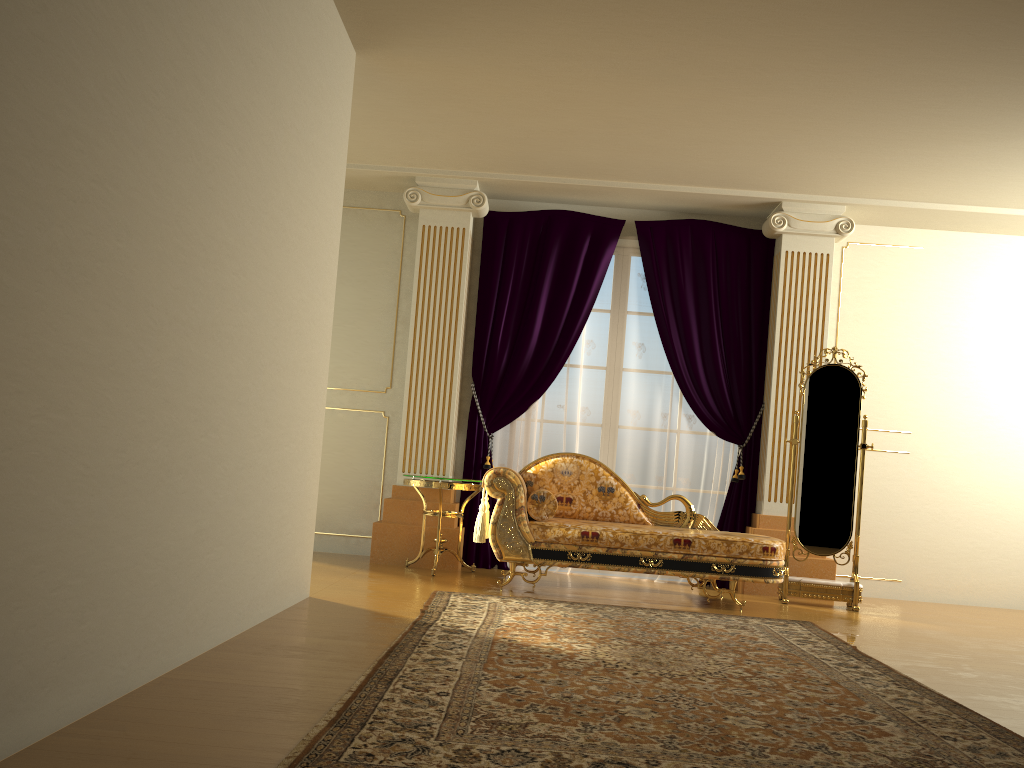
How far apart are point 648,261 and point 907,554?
2.84m

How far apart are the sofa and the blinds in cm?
60

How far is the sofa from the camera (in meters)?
5.10

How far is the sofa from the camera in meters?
5.1 m

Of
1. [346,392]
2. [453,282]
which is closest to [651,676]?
[453,282]

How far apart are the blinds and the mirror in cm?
51

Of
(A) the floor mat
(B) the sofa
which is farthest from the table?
(A) the floor mat

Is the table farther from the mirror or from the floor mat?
the mirror

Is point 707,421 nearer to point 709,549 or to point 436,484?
point 709,549

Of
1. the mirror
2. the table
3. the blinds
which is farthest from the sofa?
the blinds
